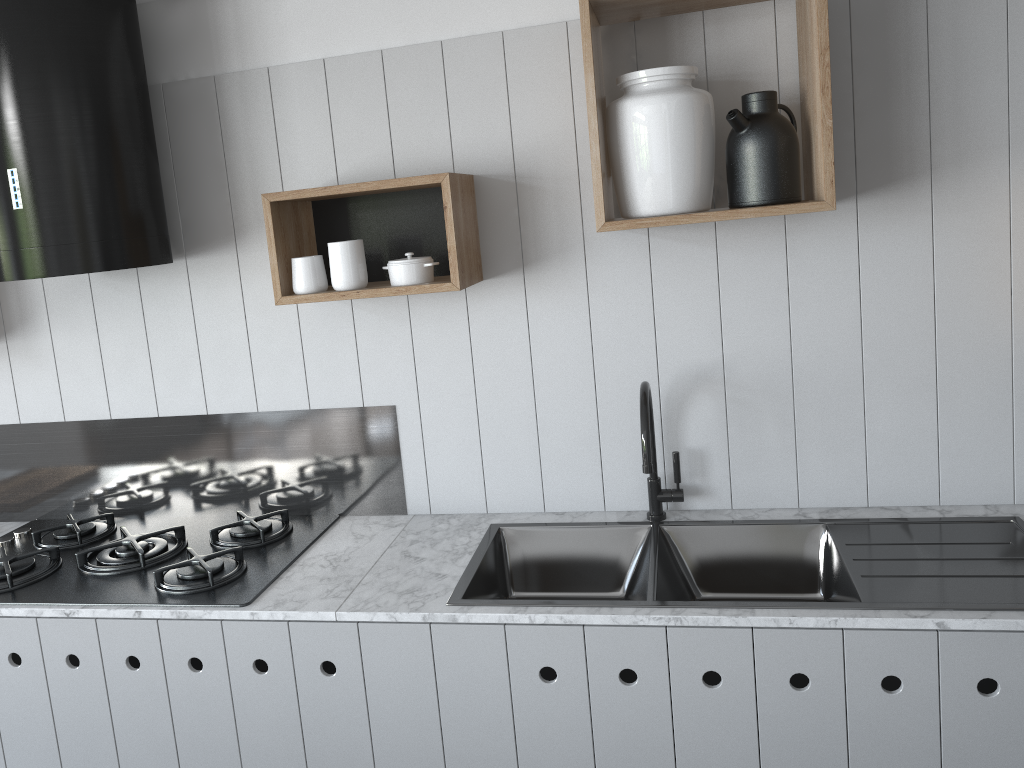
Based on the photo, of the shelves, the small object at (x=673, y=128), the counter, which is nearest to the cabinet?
the counter

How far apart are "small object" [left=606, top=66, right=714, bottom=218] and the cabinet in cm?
84

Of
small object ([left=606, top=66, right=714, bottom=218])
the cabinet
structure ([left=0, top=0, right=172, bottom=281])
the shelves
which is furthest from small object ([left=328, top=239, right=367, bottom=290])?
the cabinet

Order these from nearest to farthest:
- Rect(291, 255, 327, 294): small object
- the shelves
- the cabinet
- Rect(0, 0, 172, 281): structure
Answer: the cabinet → the shelves → Rect(0, 0, 172, 281): structure → Rect(291, 255, 327, 294): small object

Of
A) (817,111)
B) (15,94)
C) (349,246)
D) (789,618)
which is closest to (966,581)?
(789,618)

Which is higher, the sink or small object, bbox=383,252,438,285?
small object, bbox=383,252,438,285

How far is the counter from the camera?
1.6m

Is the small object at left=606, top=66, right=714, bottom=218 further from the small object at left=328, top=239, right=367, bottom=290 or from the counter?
the counter

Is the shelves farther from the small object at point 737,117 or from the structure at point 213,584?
the structure at point 213,584

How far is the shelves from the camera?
1.8 meters
